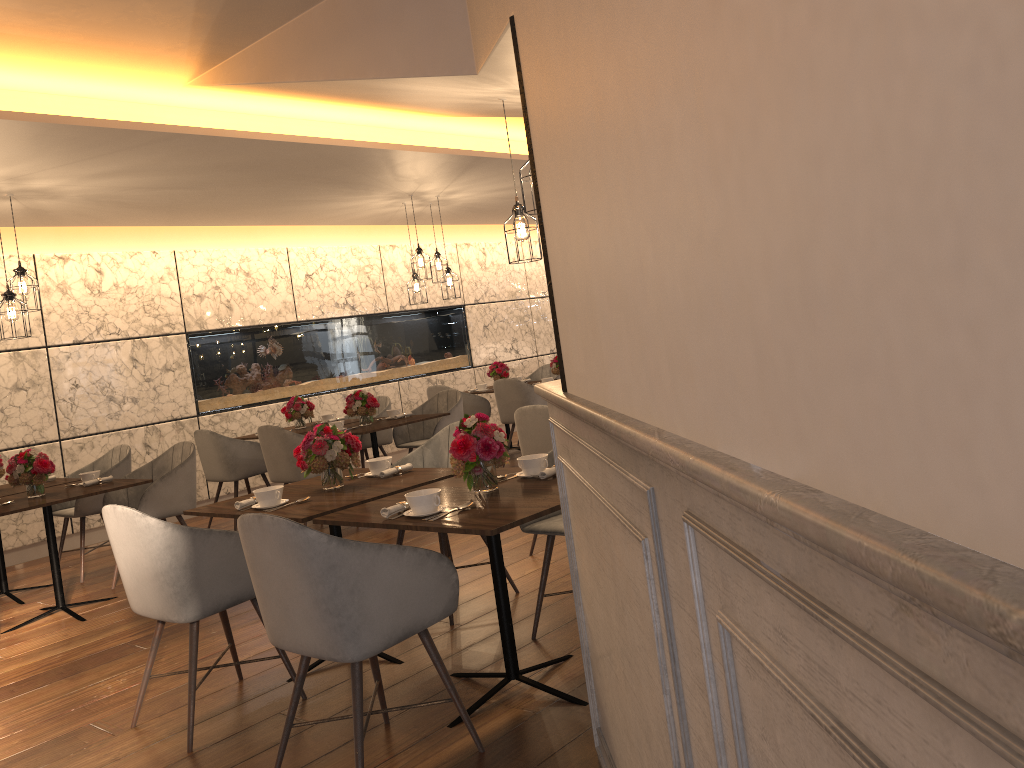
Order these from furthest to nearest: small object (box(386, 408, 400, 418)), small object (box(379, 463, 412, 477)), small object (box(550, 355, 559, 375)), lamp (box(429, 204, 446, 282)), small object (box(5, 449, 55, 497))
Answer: small object (box(550, 355, 559, 375))
lamp (box(429, 204, 446, 282))
small object (box(386, 408, 400, 418))
small object (box(5, 449, 55, 497))
small object (box(379, 463, 412, 477))

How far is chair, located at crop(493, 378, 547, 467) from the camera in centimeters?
829cm

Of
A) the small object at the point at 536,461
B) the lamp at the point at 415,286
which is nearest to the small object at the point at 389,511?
the small object at the point at 536,461

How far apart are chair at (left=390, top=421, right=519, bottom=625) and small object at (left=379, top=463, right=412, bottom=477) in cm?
39

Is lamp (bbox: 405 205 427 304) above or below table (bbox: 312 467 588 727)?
above

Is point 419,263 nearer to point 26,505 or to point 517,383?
point 517,383

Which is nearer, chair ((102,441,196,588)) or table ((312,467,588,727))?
table ((312,467,588,727))

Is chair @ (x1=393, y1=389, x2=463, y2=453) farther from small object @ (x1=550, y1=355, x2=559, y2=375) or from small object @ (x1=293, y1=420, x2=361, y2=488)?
small object @ (x1=293, y1=420, x2=361, y2=488)

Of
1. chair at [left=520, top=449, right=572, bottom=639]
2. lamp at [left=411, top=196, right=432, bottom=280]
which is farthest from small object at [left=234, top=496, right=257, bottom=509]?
lamp at [left=411, top=196, right=432, bottom=280]

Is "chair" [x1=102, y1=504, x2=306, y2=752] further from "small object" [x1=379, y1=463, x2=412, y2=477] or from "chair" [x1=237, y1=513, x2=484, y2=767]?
"small object" [x1=379, y1=463, x2=412, y2=477]
